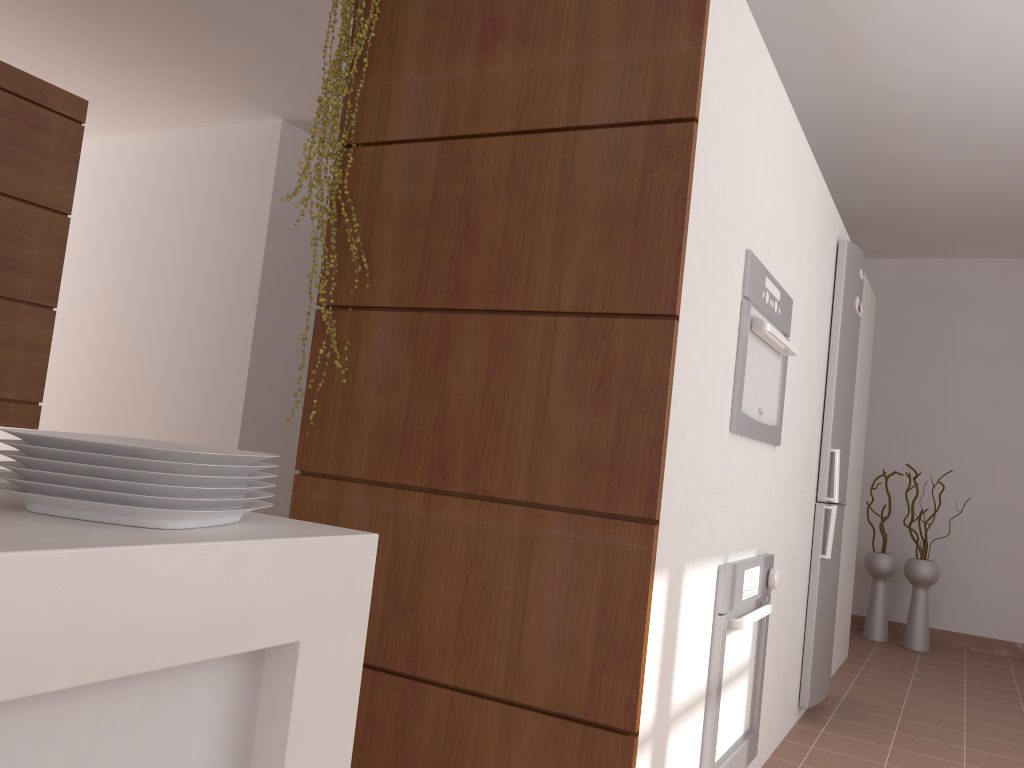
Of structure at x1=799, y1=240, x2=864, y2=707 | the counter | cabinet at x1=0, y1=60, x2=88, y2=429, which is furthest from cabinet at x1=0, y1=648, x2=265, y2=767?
structure at x1=799, y1=240, x2=864, y2=707

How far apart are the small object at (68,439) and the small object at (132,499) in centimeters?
4cm

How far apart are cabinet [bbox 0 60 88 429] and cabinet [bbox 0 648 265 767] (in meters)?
2.62

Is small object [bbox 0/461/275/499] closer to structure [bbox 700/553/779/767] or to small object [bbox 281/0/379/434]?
small object [bbox 281/0/379/434]

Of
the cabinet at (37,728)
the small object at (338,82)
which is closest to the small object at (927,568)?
the small object at (338,82)

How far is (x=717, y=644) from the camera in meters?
2.1 m

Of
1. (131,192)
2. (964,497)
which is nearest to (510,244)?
(131,192)

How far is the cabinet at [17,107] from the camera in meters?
3.0

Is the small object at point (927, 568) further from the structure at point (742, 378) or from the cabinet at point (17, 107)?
the cabinet at point (17, 107)

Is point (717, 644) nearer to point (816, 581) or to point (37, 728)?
point (816, 581)
